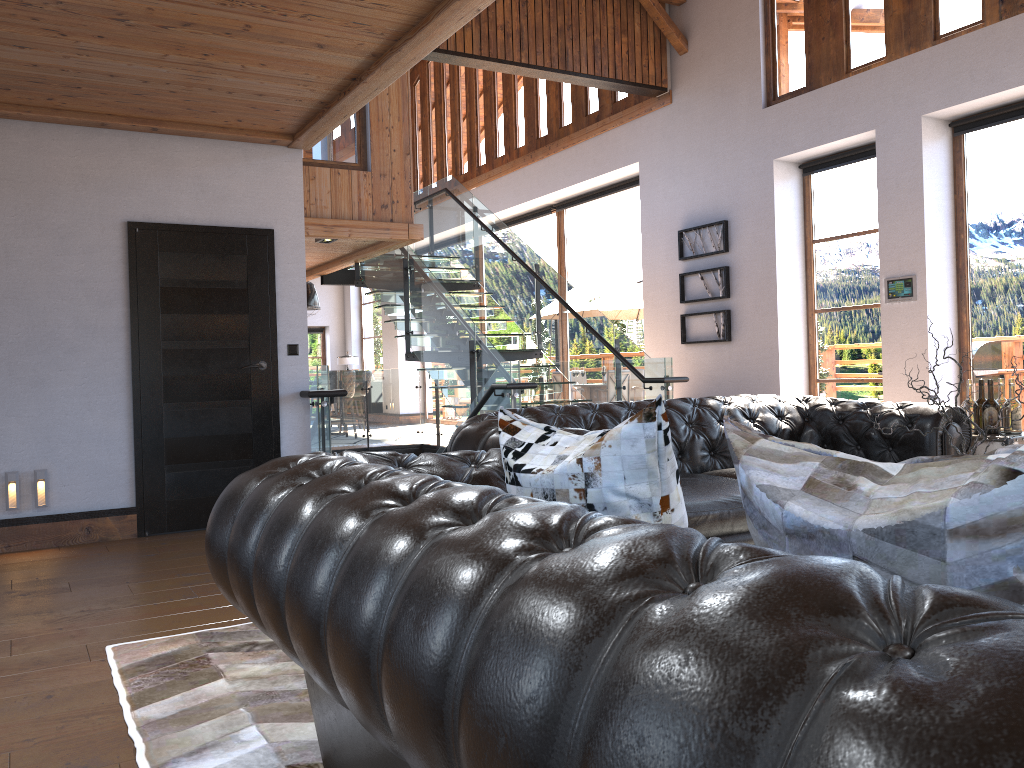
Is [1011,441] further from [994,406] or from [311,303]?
[311,303]

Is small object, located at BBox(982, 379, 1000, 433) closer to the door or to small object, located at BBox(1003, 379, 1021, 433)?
small object, located at BBox(1003, 379, 1021, 433)

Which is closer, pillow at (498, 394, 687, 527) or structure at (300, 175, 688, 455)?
pillow at (498, 394, 687, 527)

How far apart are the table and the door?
4.40m

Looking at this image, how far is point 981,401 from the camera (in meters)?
4.68

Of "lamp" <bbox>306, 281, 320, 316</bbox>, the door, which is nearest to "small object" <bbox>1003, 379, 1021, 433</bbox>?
the door

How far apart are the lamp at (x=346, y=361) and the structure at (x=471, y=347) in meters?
7.3 m

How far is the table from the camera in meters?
4.4 m

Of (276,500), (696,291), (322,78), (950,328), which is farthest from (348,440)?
(276,500)

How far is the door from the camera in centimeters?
584cm
